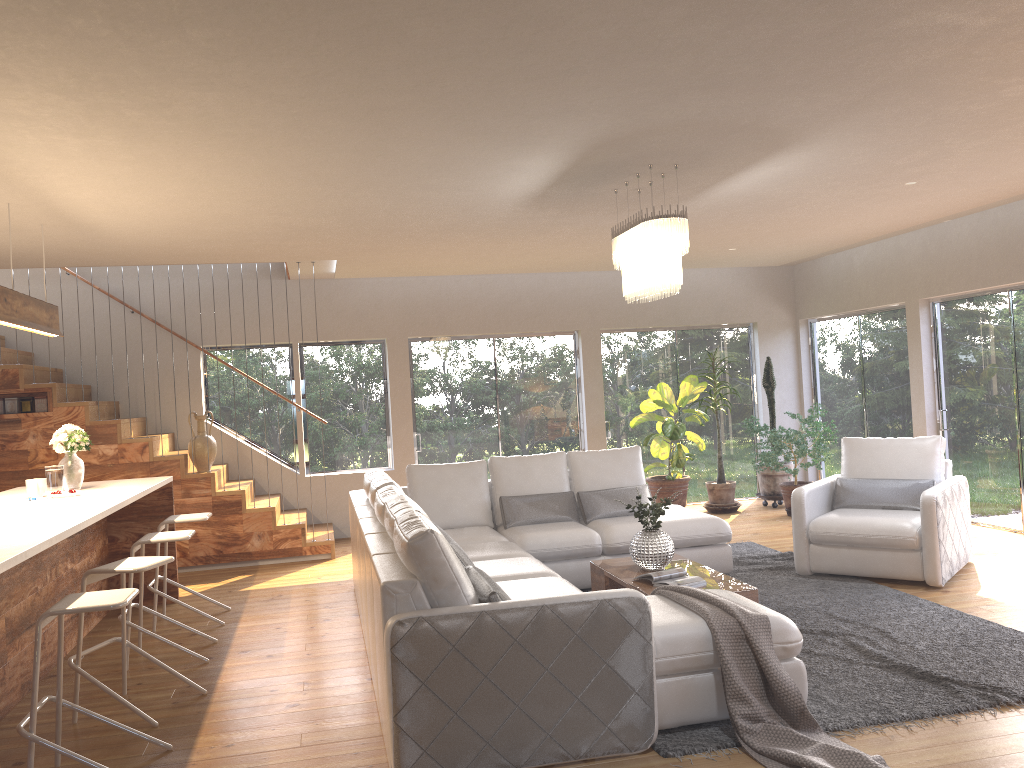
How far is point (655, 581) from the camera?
5.14m

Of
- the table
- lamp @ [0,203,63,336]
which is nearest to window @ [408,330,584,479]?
the table

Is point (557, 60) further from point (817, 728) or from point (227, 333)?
point (227, 333)

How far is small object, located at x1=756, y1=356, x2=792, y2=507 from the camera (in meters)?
9.87

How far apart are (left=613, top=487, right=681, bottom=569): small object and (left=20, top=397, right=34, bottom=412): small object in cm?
555

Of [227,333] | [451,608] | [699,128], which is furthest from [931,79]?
[227,333]

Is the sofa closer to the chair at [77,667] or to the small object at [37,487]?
the chair at [77,667]

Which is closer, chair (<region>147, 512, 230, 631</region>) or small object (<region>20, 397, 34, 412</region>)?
chair (<region>147, 512, 230, 631</region>)

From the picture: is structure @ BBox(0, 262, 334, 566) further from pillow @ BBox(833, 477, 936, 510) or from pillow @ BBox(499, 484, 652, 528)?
pillow @ BBox(833, 477, 936, 510)

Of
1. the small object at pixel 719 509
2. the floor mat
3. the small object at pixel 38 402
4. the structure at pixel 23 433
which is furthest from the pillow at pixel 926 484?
the small object at pixel 38 402
